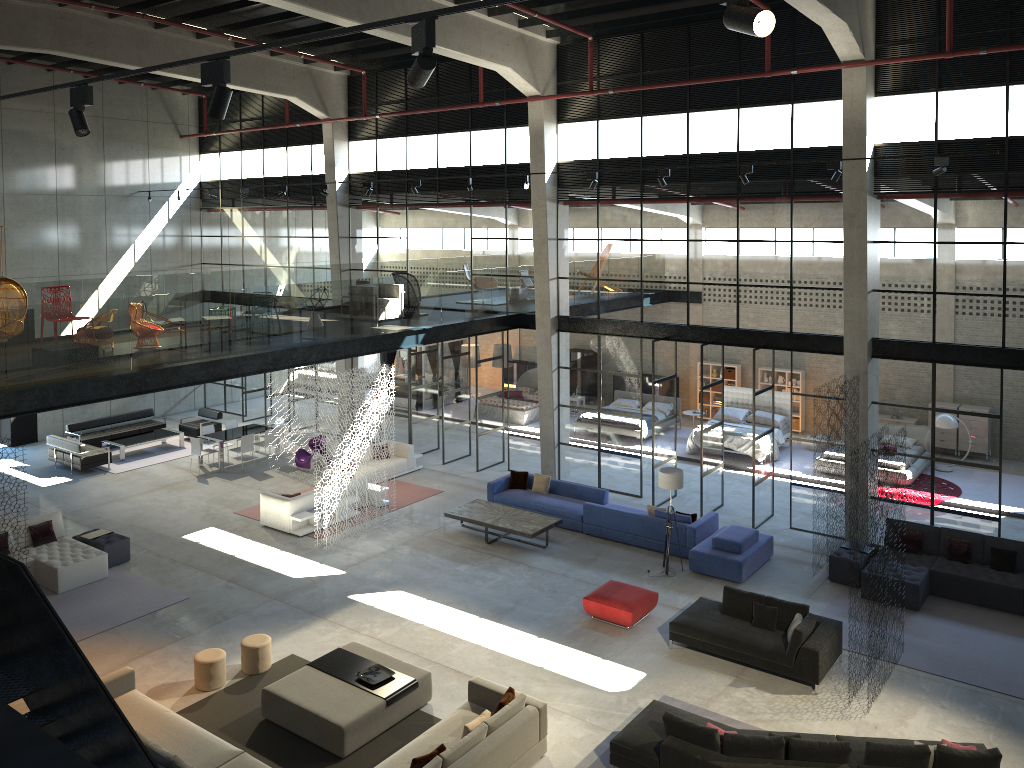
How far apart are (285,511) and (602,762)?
9.21m

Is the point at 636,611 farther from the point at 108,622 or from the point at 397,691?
the point at 108,622

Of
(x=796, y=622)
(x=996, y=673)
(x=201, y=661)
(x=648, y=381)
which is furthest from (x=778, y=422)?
(x=201, y=661)

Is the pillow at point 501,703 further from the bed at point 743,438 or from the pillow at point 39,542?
the bed at point 743,438

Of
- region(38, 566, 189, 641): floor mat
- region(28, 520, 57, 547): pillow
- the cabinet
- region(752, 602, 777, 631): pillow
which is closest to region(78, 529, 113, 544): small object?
region(28, 520, 57, 547): pillow

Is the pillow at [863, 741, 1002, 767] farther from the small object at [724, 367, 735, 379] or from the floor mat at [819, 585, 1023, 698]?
the small object at [724, 367, 735, 379]

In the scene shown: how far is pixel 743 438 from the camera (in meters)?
21.82

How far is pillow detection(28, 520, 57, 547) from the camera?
15.71m

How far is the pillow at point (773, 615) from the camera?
12.5m

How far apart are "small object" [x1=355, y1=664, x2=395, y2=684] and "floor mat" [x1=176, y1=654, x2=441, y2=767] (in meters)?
0.59
